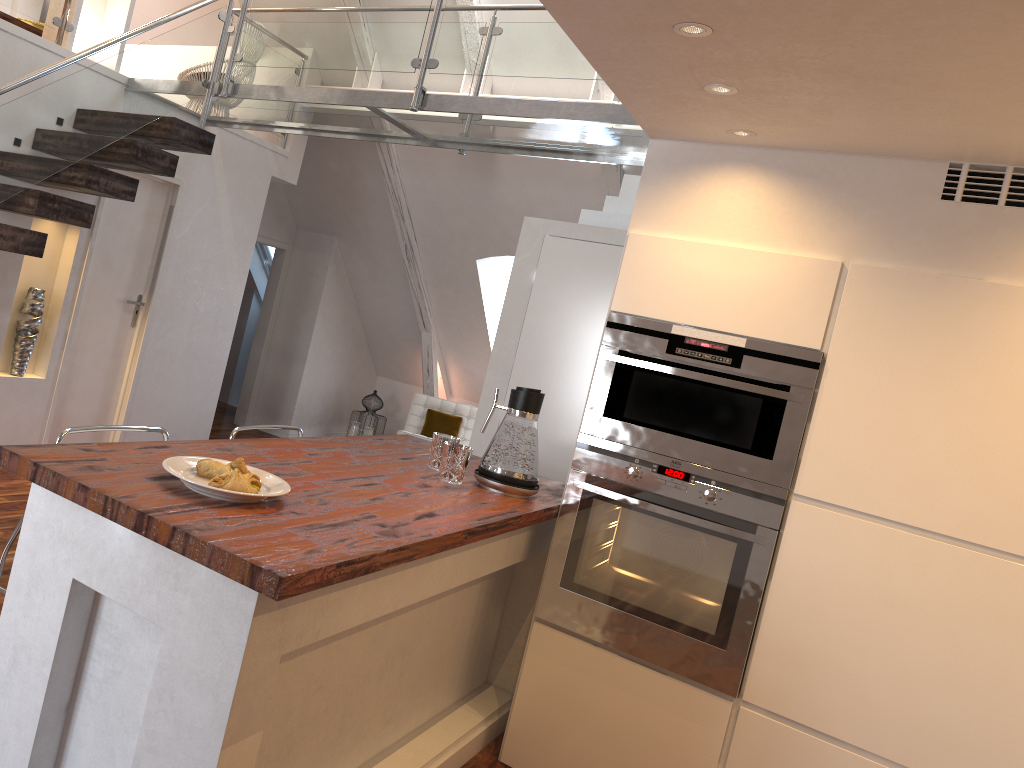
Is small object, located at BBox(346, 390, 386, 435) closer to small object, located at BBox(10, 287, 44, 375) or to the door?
the door

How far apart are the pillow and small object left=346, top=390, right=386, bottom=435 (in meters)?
0.68

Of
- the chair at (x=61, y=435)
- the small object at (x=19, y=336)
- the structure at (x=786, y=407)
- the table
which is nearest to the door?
the small object at (x=19, y=336)

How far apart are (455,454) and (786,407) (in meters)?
1.01

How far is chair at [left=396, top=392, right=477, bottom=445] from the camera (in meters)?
7.66

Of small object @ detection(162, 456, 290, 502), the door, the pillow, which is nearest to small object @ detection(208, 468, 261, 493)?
small object @ detection(162, 456, 290, 502)

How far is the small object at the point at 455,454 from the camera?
2.7 meters

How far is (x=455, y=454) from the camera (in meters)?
2.70

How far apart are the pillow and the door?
2.80m

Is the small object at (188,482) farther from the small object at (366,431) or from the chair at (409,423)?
the small object at (366,431)
